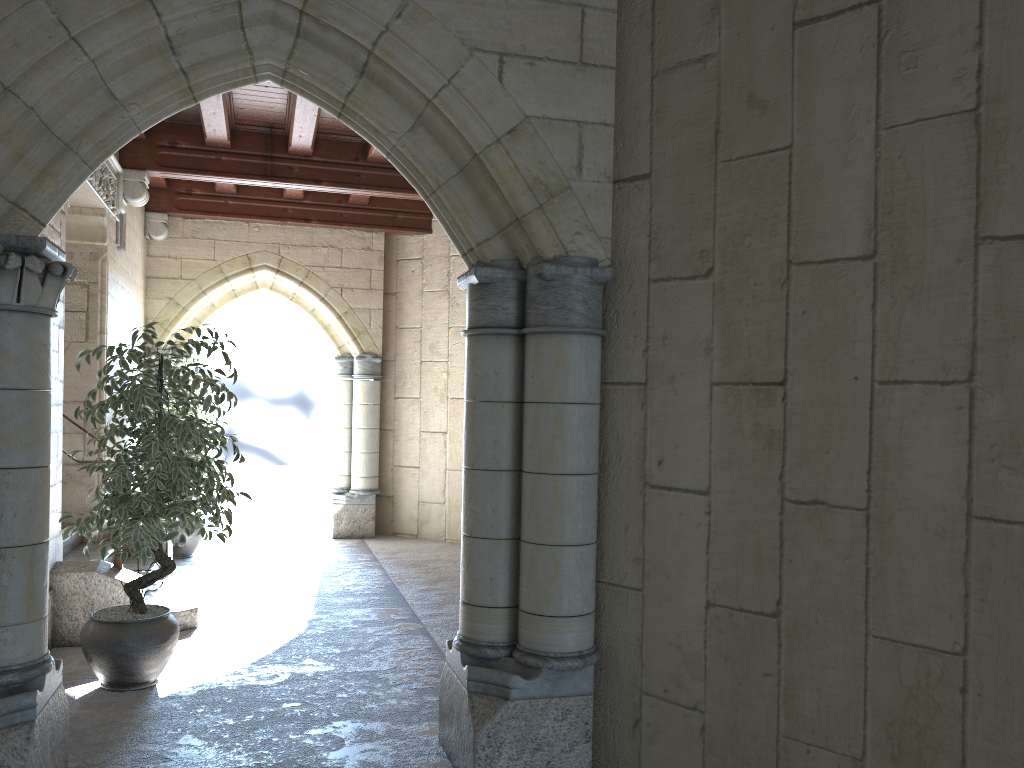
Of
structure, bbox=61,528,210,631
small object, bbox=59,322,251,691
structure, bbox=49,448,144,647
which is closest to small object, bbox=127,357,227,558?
structure, bbox=61,528,210,631

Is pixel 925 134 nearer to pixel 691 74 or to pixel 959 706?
pixel 691 74

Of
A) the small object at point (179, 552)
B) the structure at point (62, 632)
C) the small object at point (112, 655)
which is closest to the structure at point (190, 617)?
the structure at point (62, 632)

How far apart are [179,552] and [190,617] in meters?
2.4

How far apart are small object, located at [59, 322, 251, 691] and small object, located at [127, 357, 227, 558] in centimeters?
292cm

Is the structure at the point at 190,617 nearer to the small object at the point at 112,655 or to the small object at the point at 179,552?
the small object at the point at 112,655

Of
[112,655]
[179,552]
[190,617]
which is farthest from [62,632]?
[179,552]

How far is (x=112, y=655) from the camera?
3.71m

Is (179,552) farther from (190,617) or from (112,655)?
(112,655)

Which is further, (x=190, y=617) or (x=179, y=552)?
(x=179, y=552)
